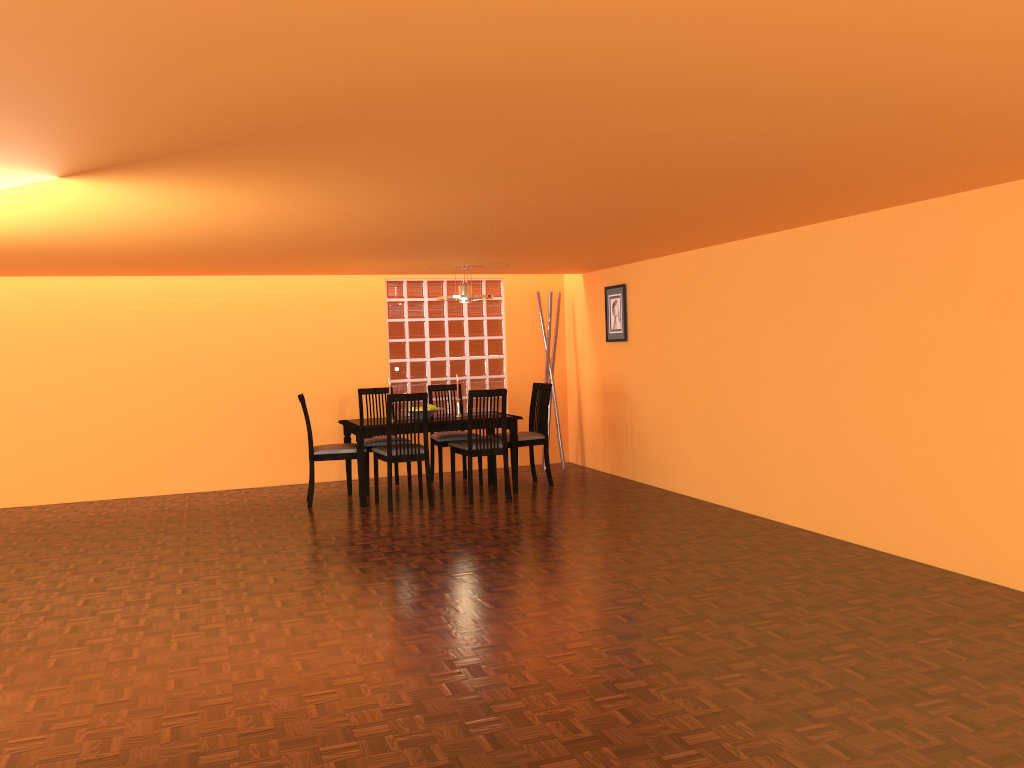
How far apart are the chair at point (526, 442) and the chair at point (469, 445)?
0.4m

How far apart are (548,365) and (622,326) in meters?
1.0 m

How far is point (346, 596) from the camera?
4.0m

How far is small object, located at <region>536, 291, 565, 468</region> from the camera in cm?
785

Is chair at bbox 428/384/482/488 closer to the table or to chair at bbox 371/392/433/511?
the table

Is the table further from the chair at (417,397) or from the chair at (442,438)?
the chair at (442,438)

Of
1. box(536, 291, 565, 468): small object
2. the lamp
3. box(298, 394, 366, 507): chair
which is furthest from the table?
box(536, 291, 565, 468): small object

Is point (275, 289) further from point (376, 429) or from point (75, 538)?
point (75, 538)

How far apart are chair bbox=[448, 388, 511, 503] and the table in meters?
0.1

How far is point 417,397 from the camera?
6.1 meters
